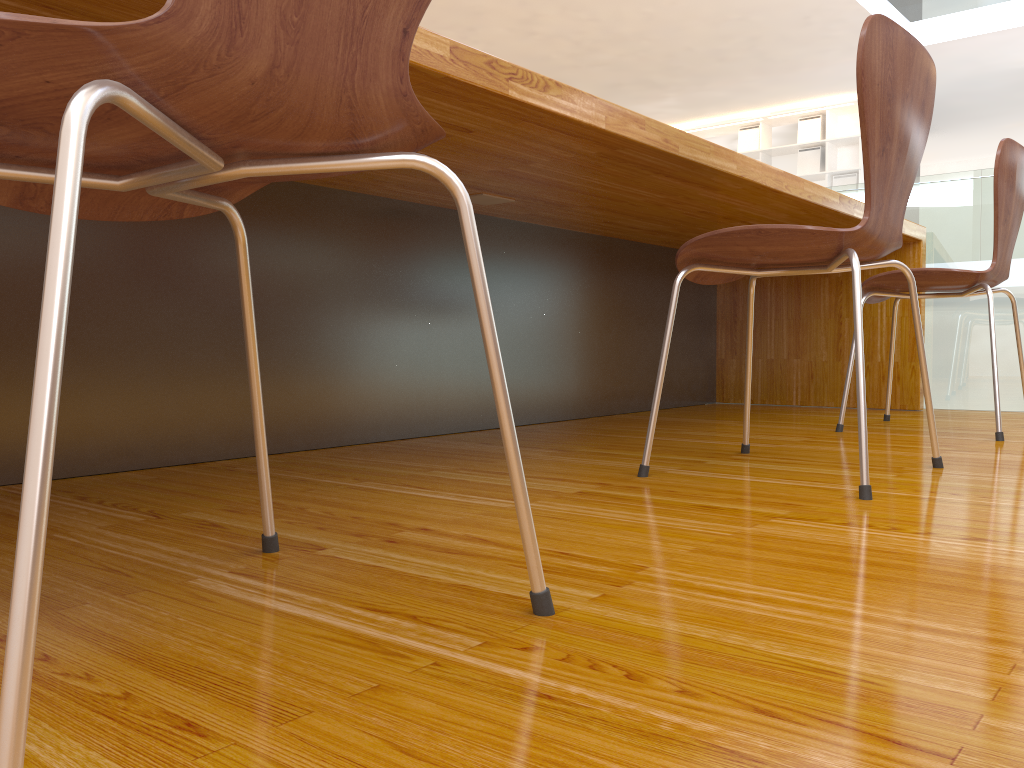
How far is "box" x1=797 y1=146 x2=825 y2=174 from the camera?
9.4 meters

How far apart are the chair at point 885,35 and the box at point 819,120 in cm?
847

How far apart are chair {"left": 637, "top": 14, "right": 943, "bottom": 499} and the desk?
0.20m

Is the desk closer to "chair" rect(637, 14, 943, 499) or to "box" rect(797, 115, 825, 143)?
"chair" rect(637, 14, 943, 499)

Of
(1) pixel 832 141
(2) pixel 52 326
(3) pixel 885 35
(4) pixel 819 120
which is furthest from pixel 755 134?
(2) pixel 52 326

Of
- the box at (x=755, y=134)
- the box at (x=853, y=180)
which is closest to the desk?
the box at (x=853, y=180)

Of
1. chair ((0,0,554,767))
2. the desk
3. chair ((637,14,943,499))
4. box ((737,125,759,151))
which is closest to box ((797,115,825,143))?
box ((737,125,759,151))

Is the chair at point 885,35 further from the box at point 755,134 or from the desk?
the box at point 755,134

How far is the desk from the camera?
1.42m

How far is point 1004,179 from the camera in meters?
2.0
